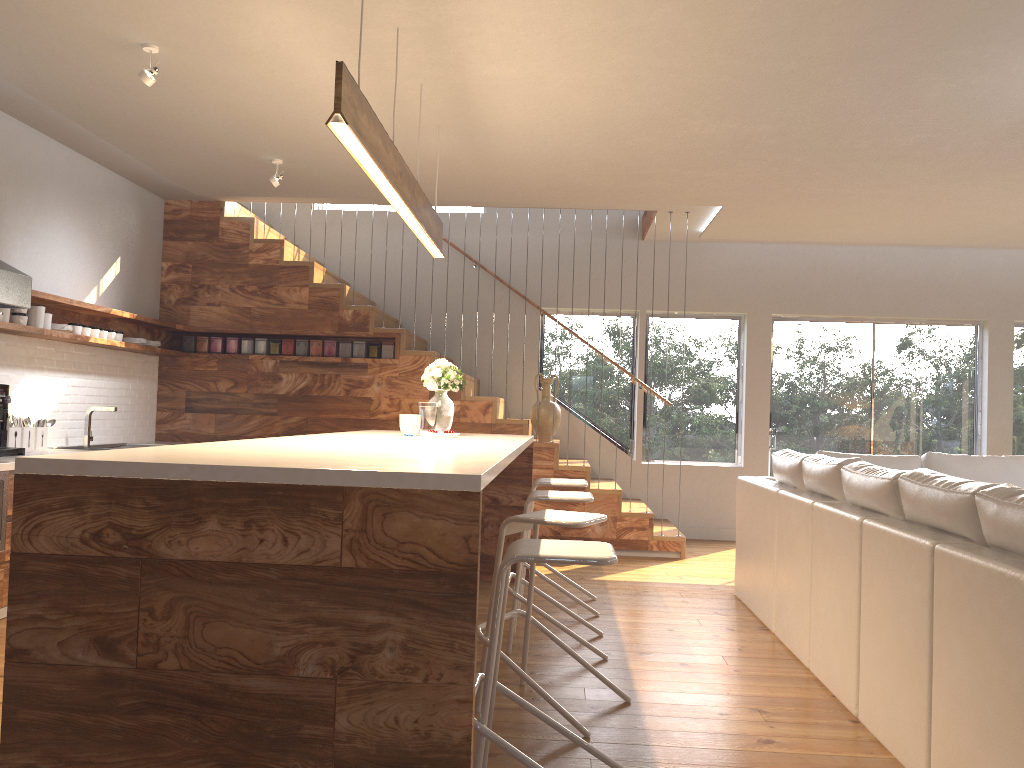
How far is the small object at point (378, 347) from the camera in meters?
7.3

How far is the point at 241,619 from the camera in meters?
2.0

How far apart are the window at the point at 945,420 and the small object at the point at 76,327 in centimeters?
596cm

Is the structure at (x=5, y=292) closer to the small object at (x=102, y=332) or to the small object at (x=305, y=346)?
the small object at (x=102, y=332)

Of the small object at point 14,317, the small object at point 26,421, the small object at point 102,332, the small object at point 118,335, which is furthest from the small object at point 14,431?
the small object at point 118,335

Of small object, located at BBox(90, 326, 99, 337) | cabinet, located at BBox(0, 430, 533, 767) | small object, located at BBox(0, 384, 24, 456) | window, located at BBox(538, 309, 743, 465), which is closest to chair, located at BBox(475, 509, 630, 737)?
cabinet, located at BBox(0, 430, 533, 767)

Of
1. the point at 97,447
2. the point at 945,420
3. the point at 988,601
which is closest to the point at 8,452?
the point at 97,447

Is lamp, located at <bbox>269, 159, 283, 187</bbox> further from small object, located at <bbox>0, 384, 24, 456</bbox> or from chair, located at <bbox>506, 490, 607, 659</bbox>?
chair, located at <bbox>506, 490, 607, 659</bbox>

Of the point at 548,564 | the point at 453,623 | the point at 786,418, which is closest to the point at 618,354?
the point at 786,418

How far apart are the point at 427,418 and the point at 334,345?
2.67m
